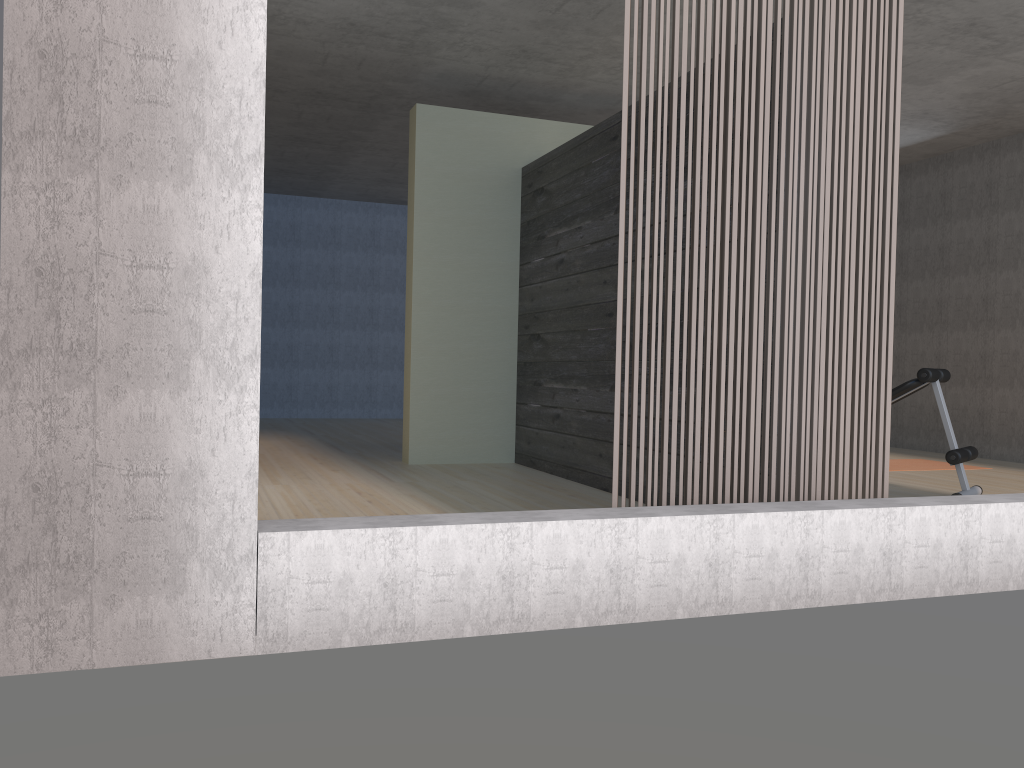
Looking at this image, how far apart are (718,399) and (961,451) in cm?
268

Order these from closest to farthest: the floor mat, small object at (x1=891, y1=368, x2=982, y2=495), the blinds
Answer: the blinds
small object at (x1=891, y1=368, x2=982, y2=495)
the floor mat

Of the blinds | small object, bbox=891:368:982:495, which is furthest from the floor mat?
the blinds

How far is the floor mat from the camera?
6.8 meters

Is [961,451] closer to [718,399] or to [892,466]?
[892,466]

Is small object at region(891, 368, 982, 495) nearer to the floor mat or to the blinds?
the floor mat

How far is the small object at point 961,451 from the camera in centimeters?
492cm

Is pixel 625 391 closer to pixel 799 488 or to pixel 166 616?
pixel 799 488

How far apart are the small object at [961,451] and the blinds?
1.98m

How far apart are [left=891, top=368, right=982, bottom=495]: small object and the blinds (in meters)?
1.98
